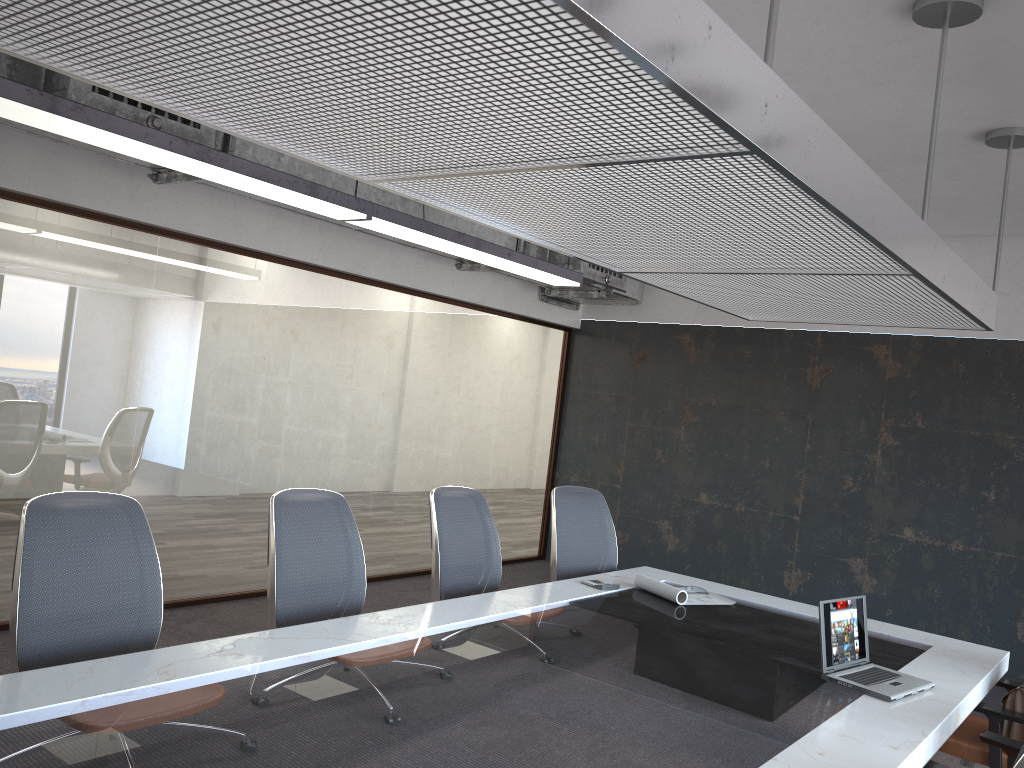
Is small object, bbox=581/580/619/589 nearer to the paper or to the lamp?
the paper

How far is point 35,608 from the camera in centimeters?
269cm

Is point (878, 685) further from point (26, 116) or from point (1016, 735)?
point (26, 116)

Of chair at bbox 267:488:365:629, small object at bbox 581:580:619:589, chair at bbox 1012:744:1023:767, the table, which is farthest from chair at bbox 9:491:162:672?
chair at bbox 1012:744:1023:767

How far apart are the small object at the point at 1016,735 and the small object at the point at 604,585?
1.75m

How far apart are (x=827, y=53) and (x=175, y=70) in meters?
3.0

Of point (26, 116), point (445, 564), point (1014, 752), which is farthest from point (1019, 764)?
point (26, 116)

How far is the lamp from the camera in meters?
3.2 m

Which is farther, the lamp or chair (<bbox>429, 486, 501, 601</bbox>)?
chair (<bbox>429, 486, 501, 601</bbox>)

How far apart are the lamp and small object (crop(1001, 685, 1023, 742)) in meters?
3.4 m
